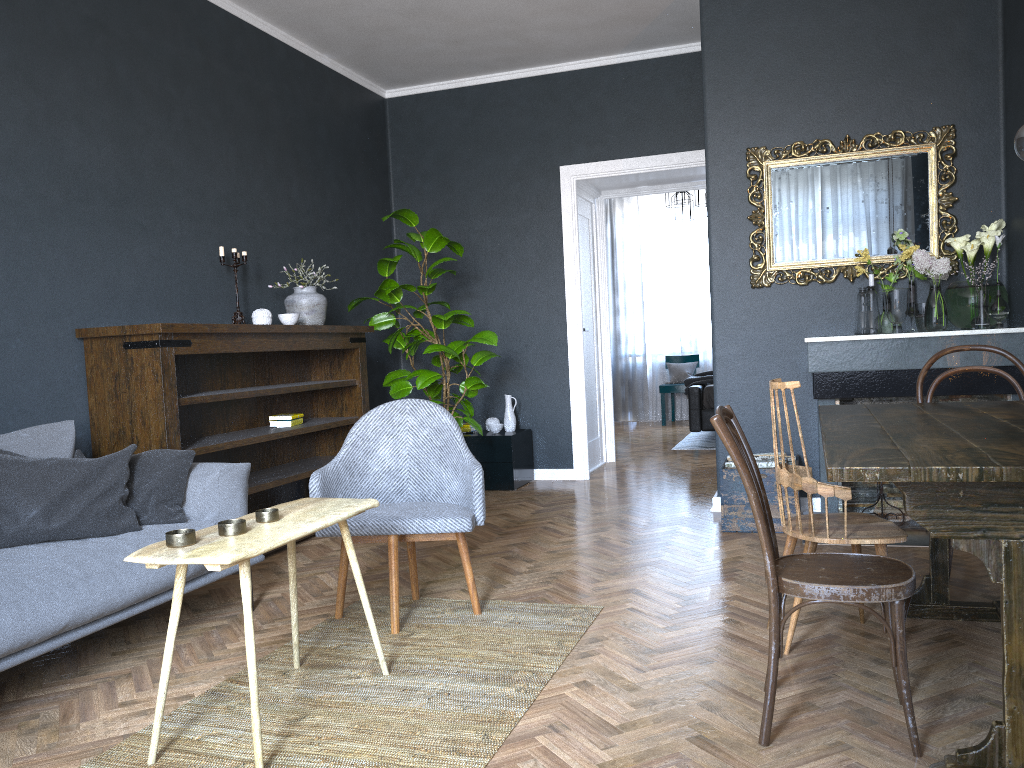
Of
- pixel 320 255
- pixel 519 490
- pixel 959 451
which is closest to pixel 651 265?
pixel 519 490

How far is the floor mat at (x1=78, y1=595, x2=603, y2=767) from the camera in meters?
2.2 m

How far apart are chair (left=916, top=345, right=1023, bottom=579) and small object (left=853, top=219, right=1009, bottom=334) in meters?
1.0

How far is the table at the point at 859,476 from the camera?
1.77m

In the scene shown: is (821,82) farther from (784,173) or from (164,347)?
(164,347)

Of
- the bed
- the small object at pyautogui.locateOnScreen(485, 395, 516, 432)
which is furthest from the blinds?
the small object at pyautogui.locateOnScreen(485, 395, 516, 432)

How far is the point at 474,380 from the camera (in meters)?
5.48

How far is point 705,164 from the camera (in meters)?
5.01

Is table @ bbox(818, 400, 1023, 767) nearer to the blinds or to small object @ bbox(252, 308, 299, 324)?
small object @ bbox(252, 308, 299, 324)

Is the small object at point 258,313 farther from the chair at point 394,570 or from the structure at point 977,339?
the structure at point 977,339
